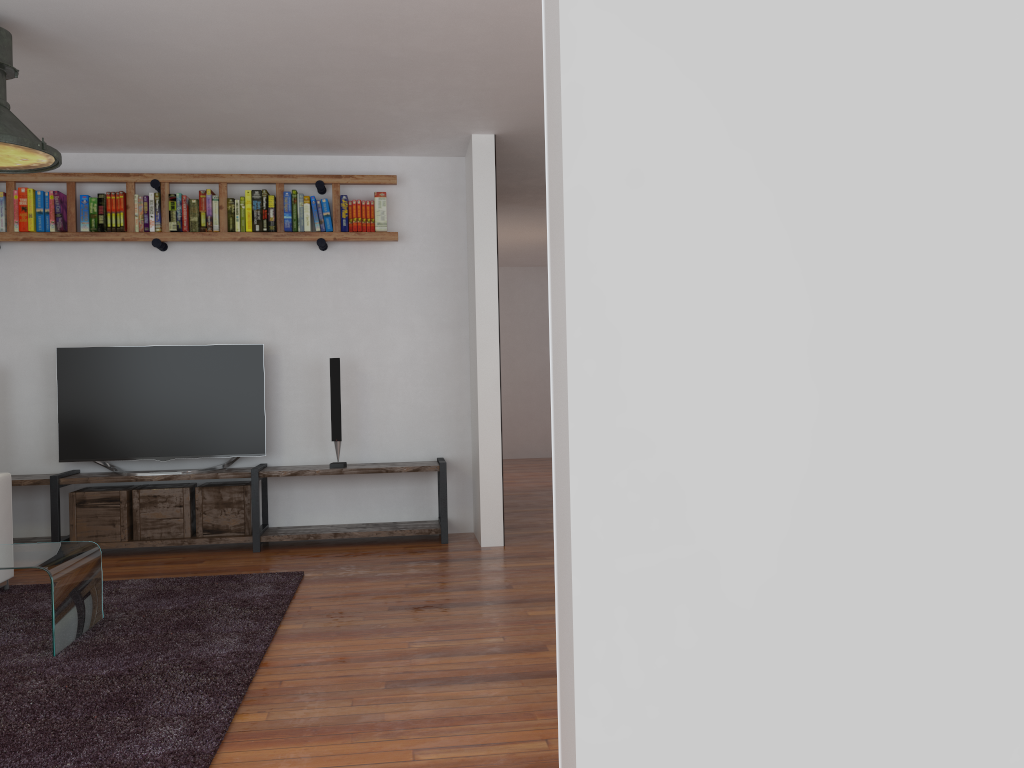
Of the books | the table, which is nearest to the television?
the books

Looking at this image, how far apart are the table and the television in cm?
175

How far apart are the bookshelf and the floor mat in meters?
2.1 m

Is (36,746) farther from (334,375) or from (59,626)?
(334,375)

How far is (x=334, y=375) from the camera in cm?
554

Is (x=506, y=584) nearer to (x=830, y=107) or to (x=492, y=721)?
(x=492, y=721)

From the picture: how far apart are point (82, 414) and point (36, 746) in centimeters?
335cm

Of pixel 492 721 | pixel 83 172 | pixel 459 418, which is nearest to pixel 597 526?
pixel 492 721

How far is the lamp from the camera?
3.4 meters

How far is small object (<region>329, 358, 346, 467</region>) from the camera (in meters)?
5.54
